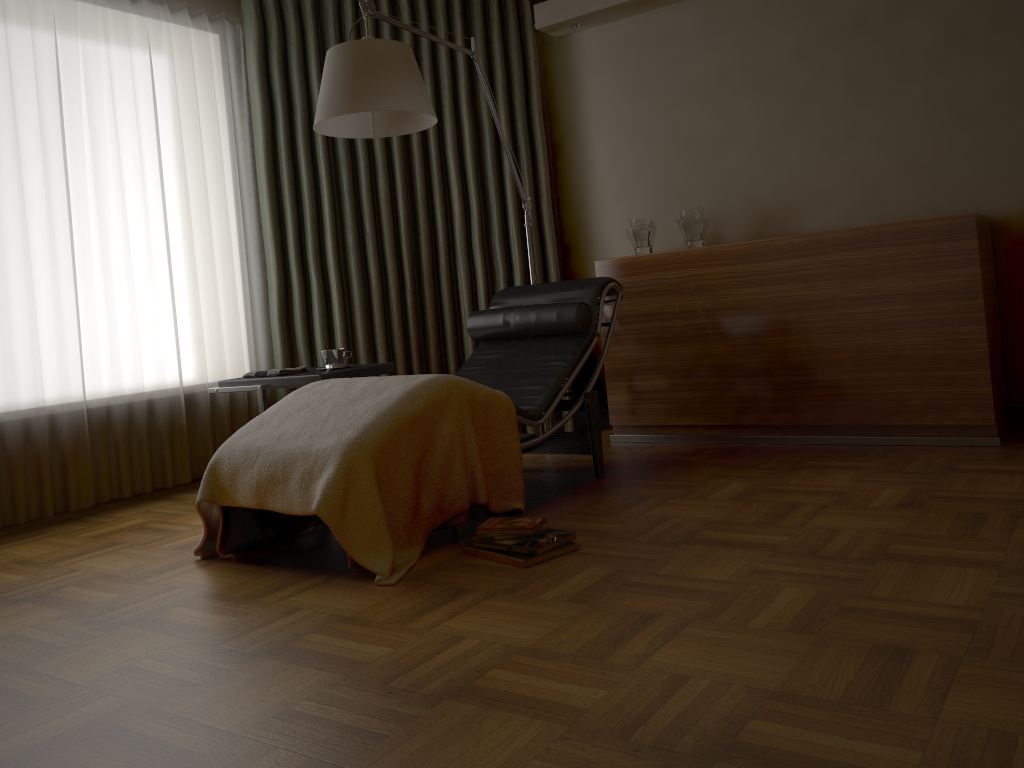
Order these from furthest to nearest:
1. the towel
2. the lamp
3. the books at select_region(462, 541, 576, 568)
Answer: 1. the towel
2. the lamp
3. the books at select_region(462, 541, 576, 568)

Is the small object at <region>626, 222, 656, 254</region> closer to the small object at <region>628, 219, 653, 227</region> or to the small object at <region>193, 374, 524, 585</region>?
the small object at <region>628, 219, 653, 227</region>

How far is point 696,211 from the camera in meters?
4.1

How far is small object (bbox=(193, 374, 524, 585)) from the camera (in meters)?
2.46

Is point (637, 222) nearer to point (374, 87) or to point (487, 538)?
point (374, 87)

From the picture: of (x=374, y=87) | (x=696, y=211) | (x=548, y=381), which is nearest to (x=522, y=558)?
(x=548, y=381)

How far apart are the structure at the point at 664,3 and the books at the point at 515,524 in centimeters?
283cm

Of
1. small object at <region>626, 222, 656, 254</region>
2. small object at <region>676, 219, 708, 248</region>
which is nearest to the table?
small object at <region>626, 222, 656, 254</region>

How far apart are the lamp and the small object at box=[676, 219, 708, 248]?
0.70m

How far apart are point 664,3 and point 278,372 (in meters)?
2.62
